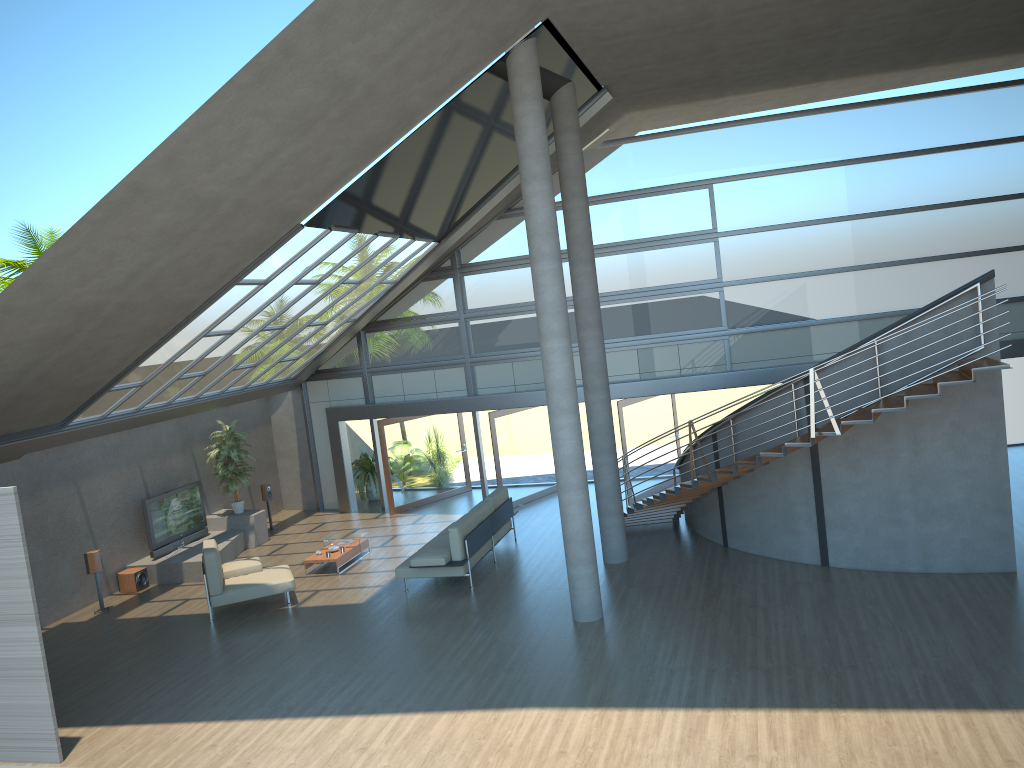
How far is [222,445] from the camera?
16.8m

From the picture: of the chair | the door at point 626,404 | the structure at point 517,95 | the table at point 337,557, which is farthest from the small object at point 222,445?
the structure at point 517,95

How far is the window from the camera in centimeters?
1551cm

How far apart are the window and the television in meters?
3.4

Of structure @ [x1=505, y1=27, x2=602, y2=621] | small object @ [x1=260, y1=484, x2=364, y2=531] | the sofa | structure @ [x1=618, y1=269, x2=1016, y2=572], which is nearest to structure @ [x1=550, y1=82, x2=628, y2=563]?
structure @ [x1=618, y1=269, x2=1016, y2=572]

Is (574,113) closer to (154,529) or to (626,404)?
(626,404)

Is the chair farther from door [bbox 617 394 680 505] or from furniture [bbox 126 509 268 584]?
door [bbox 617 394 680 505]

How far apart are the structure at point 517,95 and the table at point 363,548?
5.35m

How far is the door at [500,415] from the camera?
17.2 meters

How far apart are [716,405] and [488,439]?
7.58m
